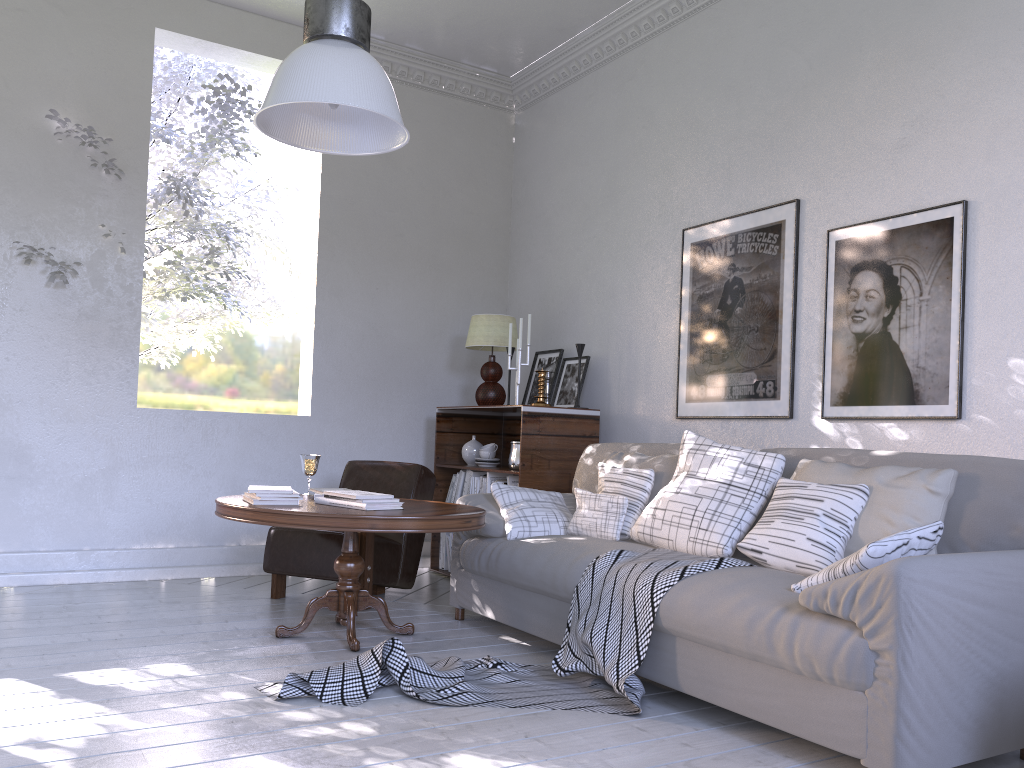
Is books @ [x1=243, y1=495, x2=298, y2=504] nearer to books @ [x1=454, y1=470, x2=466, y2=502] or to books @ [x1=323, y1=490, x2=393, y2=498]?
books @ [x1=323, y1=490, x2=393, y2=498]

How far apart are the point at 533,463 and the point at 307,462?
0.96m

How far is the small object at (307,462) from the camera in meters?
3.2 m

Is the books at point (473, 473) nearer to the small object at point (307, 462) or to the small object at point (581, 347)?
the small object at point (581, 347)

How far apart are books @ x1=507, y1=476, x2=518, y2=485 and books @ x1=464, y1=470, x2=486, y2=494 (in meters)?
0.31

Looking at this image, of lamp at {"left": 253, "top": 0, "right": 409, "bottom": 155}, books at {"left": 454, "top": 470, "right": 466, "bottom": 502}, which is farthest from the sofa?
lamp at {"left": 253, "top": 0, "right": 409, "bottom": 155}

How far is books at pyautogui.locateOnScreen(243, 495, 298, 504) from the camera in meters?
2.7

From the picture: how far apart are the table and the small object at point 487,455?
1.1m

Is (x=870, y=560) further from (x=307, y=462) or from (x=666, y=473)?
(x=307, y=462)

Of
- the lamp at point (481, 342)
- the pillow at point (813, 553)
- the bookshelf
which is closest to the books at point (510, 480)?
the bookshelf
